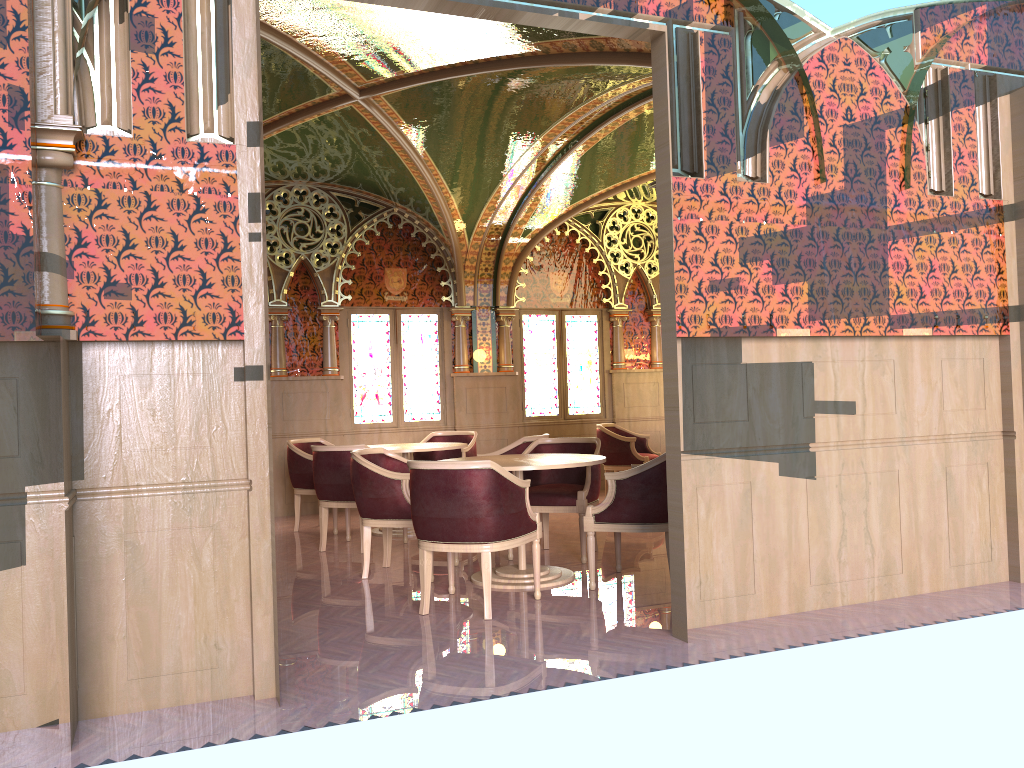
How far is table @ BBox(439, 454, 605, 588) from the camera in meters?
5.4 m

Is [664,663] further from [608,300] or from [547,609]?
[608,300]

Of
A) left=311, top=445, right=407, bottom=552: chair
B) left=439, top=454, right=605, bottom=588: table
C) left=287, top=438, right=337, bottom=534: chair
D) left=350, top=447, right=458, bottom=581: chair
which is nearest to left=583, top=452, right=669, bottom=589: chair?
left=439, top=454, right=605, bottom=588: table

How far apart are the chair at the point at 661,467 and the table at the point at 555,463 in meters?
0.2

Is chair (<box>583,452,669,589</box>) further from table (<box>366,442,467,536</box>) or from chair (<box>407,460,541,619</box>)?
table (<box>366,442,467,536</box>)

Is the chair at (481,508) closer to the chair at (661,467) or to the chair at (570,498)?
the chair at (661,467)

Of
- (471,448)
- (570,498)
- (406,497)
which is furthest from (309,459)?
(570,498)

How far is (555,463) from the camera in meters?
5.4 m

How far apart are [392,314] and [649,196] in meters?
3.4 m

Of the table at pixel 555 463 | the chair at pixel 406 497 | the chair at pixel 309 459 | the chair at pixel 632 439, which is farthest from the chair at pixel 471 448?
the table at pixel 555 463
